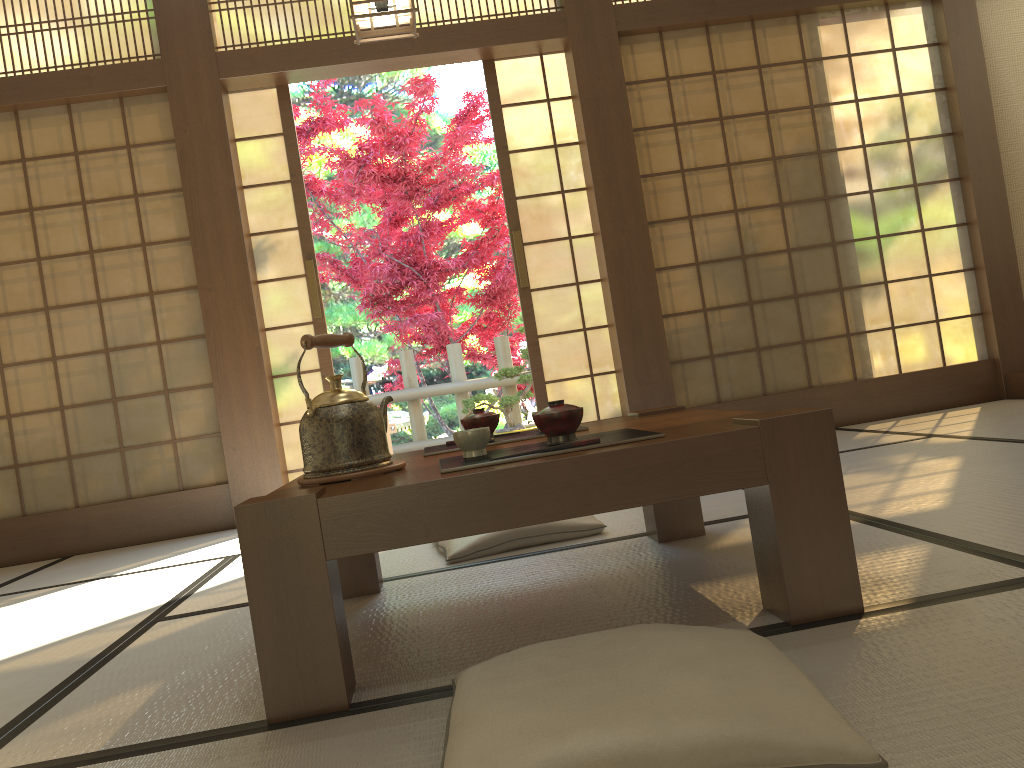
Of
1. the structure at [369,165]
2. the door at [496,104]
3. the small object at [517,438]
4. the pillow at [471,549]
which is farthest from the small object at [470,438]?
the structure at [369,165]

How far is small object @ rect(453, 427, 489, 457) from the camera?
1.7m

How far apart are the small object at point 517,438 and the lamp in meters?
1.7 m

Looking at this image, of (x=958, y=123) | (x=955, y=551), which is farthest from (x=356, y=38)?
(x=958, y=123)

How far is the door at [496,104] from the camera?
4.7m

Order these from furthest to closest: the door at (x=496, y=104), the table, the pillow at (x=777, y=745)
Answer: the door at (x=496, y=104)
the table
the pillow at (x=777, y=745)

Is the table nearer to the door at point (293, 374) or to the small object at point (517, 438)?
the small object at point (517, 438)

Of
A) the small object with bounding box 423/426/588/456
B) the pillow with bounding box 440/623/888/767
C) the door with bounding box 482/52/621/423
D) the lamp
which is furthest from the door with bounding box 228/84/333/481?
the pillow with bounding box 440/623/888/767

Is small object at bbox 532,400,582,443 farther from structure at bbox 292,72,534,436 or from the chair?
structure at bbox 292,72,534,436

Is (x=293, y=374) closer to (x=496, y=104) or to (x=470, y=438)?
(x=496, y=104)
